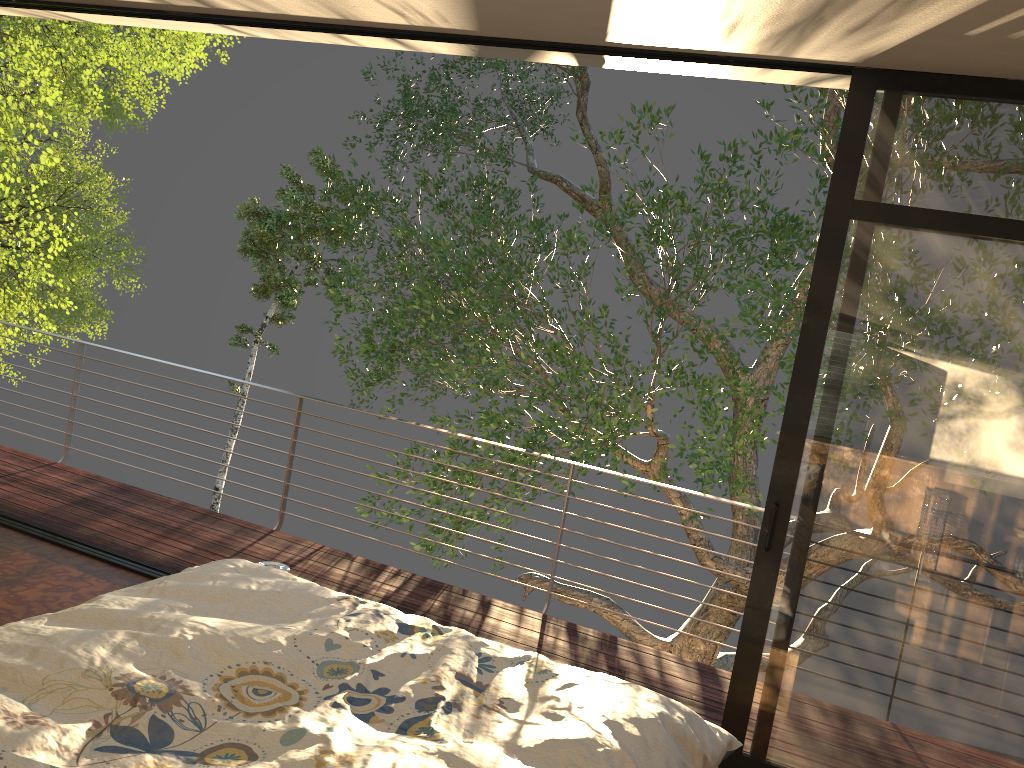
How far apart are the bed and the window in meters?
0.7 m

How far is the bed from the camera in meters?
1.7

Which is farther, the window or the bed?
the window

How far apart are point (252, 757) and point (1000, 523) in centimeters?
226cm

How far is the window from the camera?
2.7m

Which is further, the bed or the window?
the window

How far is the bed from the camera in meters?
1.7 m

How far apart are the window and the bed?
0.69m
